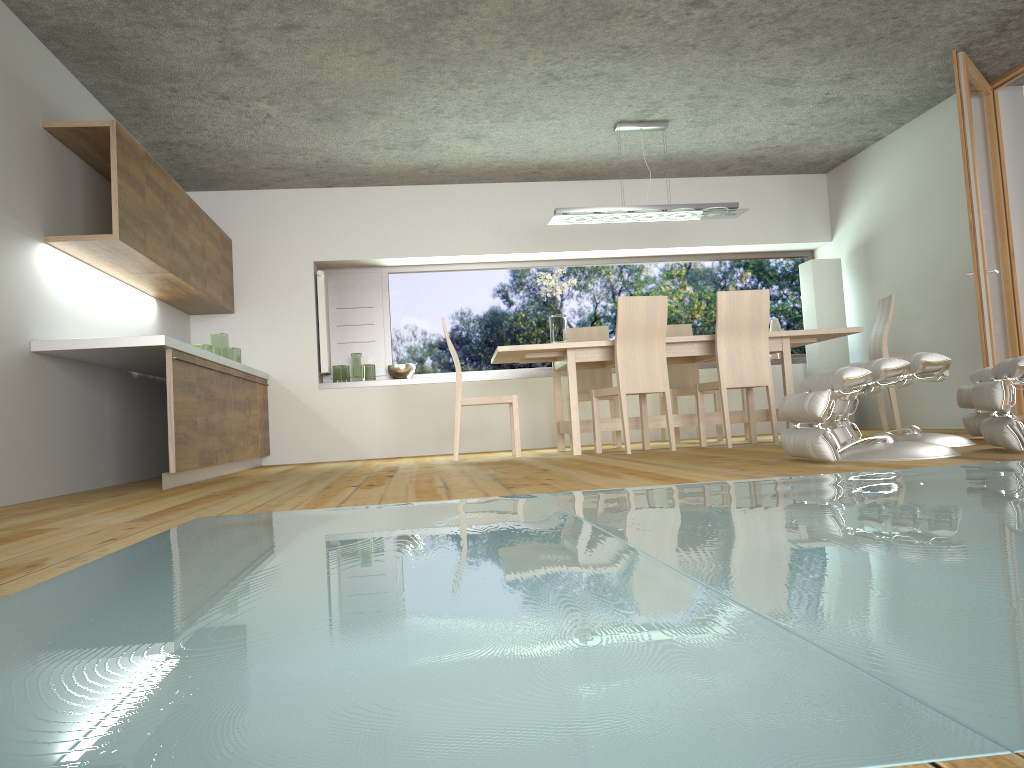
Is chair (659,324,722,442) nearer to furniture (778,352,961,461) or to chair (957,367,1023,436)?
chair (957,367,1023,436)

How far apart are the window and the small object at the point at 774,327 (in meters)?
0.37

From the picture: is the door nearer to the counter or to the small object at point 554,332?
the small object at point 554,332

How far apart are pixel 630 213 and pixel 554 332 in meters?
1.0 m

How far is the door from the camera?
5.5 meters

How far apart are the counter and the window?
1.3m

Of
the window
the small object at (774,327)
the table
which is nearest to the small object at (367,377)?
the window

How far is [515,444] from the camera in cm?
622

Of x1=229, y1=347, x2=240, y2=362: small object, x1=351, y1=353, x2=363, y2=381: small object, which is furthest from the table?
x1=229, y1=347, x2=240, y2=362: small object

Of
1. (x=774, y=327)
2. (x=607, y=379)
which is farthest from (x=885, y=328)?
(x=607, y=379)
